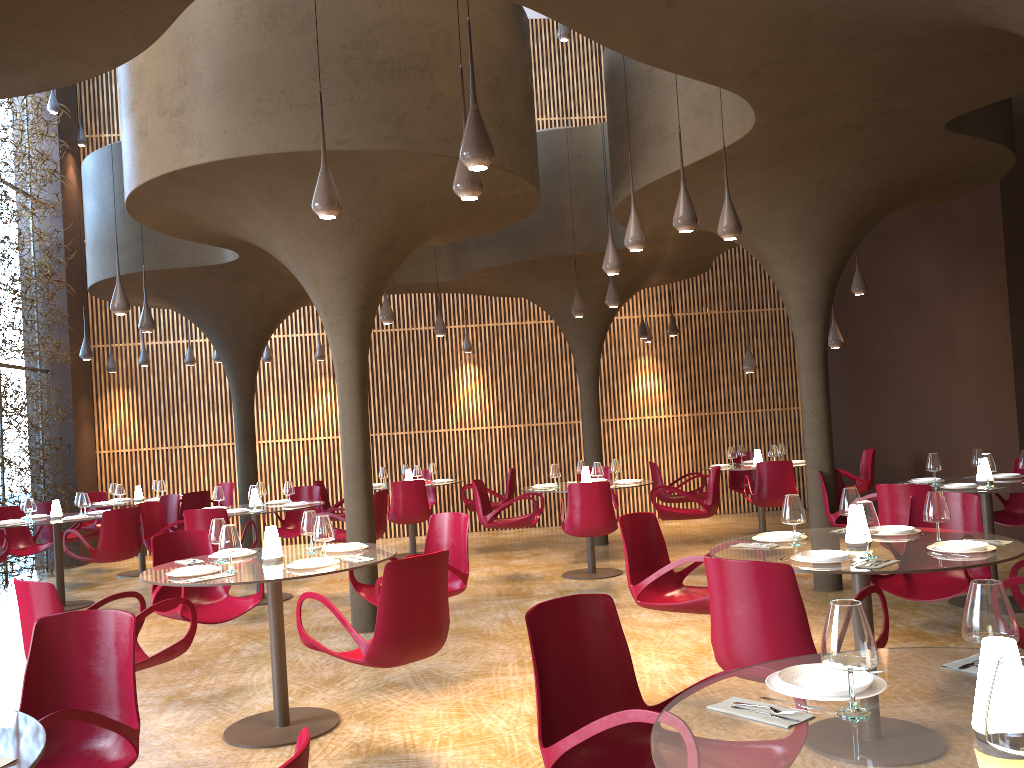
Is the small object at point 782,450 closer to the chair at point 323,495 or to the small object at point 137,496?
the chair at point 323,495

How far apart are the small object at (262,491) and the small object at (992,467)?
8.0 meters

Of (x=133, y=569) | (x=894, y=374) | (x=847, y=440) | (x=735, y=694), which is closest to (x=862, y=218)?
(x=894, y=374)

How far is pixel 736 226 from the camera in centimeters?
707cm

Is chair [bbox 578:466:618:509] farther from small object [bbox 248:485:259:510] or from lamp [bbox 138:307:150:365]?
lamp [bbox 138:307:150:365]

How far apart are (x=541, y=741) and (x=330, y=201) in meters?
3.7 m

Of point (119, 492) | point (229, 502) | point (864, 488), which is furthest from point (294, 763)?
point (229, 502)

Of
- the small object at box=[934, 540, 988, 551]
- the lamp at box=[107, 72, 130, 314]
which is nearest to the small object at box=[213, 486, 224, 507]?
the lamp at box=[107, 72, 130, 314]

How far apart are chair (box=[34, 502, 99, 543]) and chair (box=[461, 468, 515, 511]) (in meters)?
5.43

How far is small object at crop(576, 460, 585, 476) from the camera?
11.49m
